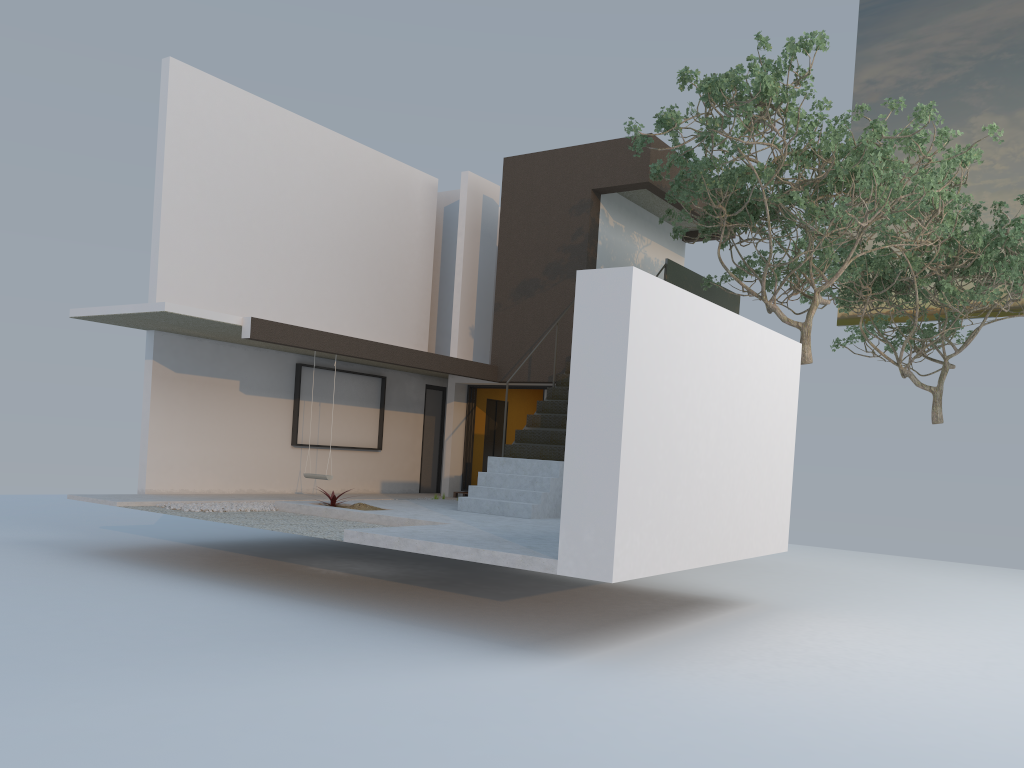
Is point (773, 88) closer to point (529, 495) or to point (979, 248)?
point (529, 495)

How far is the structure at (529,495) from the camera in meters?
11.1

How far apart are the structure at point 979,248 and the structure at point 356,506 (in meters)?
9.79

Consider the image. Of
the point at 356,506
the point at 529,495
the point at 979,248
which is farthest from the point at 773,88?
the point at 979,248

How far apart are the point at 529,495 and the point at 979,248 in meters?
9.6

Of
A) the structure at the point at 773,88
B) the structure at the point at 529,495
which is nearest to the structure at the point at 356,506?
the structure at the point at 529,495

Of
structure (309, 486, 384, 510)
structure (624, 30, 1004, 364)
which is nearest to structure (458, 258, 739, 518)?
structure (624, 30, 1004, 364)

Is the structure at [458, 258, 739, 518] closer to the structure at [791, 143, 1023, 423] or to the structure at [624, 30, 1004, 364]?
the structure at [624, 30, 1004, 364]

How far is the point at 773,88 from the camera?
10.0 meters

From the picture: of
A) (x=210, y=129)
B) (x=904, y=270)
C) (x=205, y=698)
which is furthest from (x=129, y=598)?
(x=904, y=270)
